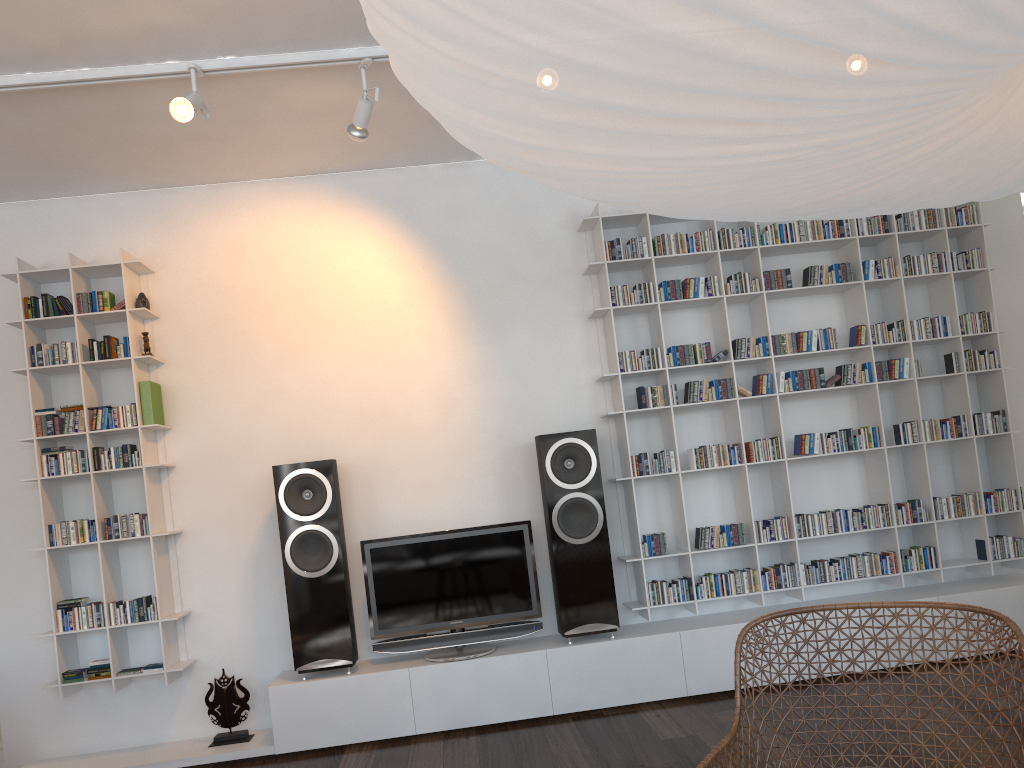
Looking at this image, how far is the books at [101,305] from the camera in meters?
4.2

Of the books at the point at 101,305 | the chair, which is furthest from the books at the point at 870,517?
the books at the point at 101,305

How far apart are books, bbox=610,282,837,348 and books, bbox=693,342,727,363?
0.3 meters

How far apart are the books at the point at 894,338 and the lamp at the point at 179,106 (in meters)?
3.32

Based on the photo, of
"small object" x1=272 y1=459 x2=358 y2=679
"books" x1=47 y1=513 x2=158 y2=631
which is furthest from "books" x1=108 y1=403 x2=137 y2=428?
"small object" x1=272 y1=459 x2=358 y2=679

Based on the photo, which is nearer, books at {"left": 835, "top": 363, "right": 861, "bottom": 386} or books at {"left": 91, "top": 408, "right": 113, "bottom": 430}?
books at {"left": 91, "top": 408, "right": 113, "bottom": 430}

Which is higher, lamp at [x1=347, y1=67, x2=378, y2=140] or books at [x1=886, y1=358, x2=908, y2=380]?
lamp at [x1=347, y1=67, x2=378, y2=140]

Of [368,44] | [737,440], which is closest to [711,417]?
[737,440]

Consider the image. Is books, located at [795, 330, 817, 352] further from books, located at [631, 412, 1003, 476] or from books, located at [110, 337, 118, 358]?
books, located at [110, 337, 118, 358]

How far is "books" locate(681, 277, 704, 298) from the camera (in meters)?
4.45
